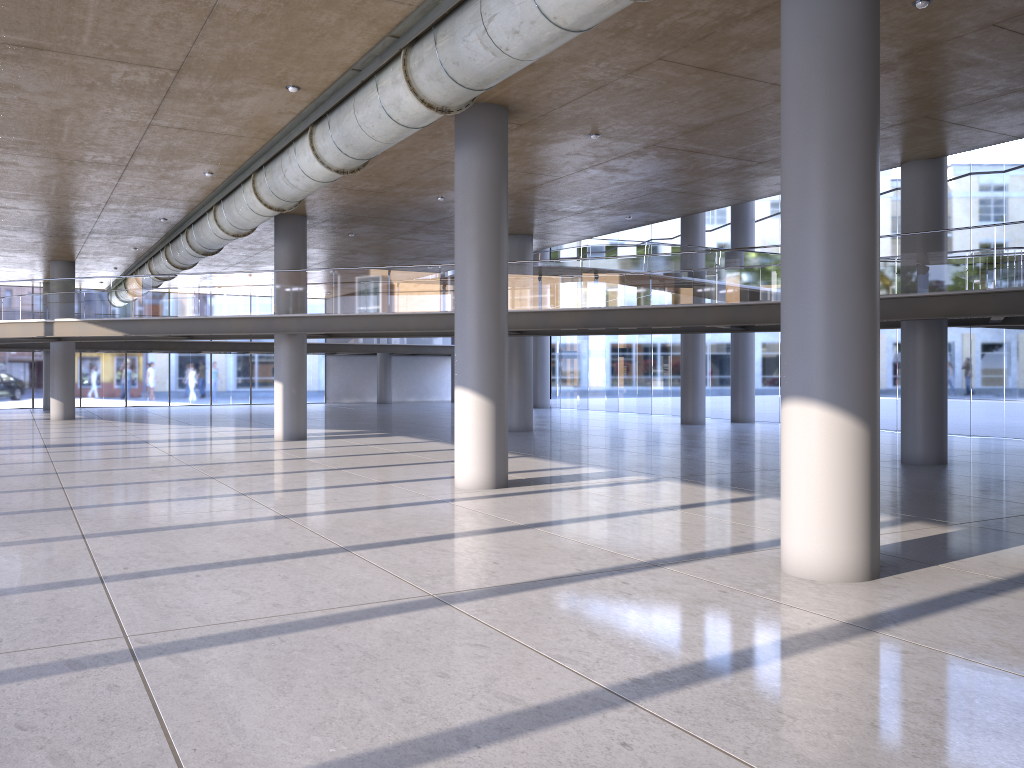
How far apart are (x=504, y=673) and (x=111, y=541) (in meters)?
5.57

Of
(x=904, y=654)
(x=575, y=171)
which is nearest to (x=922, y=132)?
(x=575, y=171)

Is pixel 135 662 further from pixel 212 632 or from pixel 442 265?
pixel 442 265
